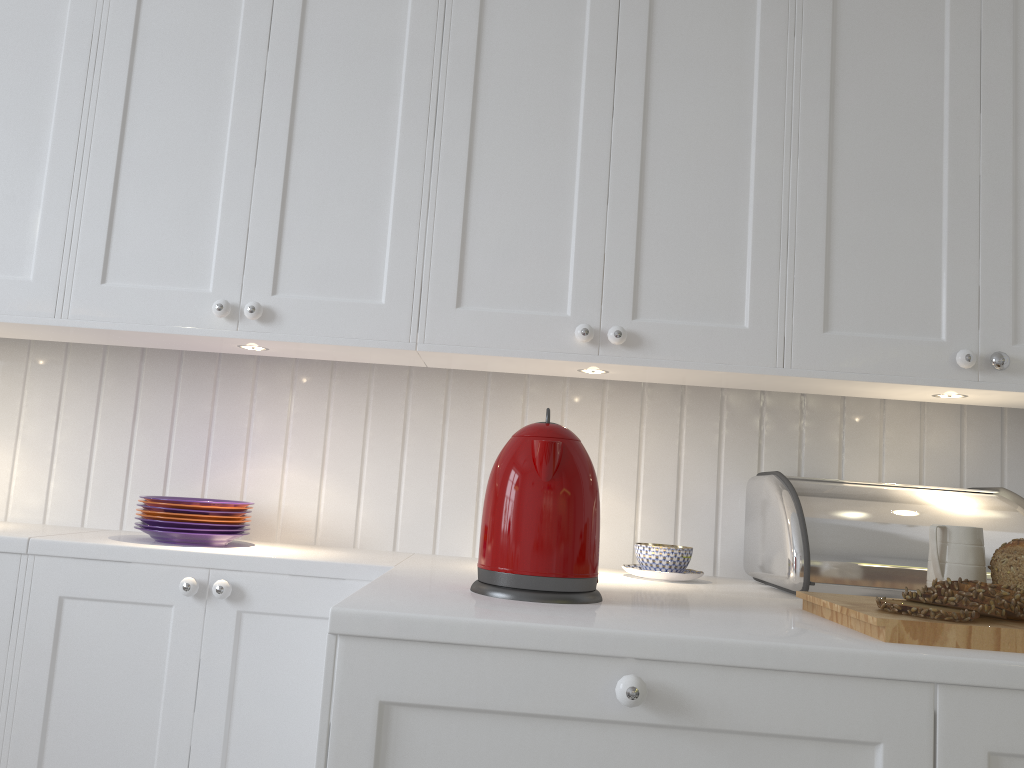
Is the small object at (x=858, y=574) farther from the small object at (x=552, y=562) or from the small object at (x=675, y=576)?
the small object at (x=552, y=562)

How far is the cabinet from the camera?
1.0m

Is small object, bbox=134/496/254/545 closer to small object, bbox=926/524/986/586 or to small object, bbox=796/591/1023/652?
small object, bbox=796/591/1023/652

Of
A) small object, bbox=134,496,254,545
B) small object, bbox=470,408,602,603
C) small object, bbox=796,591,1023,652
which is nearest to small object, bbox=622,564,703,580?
small object, bbox=796,591,1023,652

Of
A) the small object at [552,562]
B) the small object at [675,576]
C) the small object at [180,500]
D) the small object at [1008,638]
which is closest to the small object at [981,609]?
the small object at [1008,638]

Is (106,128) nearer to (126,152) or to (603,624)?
(126,152)

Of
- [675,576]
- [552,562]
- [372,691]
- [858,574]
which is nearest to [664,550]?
[675,576]

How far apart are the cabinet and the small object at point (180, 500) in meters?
0.0 m

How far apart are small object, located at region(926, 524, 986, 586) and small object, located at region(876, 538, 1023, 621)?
0.0 meters

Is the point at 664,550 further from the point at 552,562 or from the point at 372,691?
the point at 372,691
